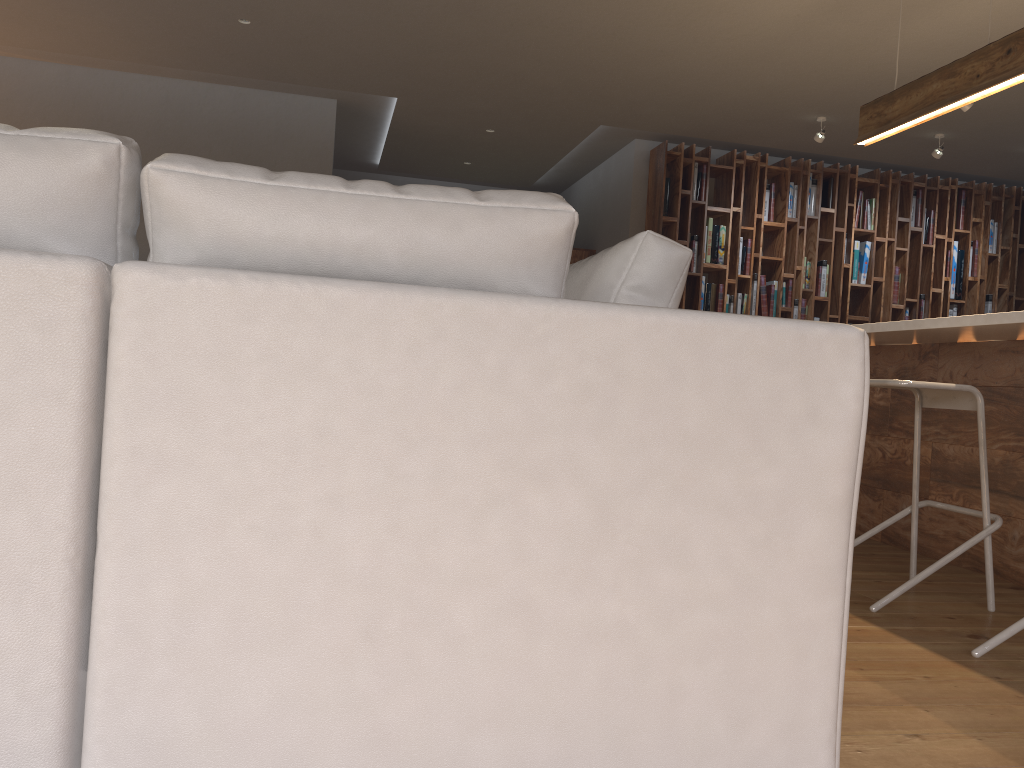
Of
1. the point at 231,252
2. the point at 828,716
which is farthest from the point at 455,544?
the point at 828,716

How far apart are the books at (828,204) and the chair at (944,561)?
4.93m

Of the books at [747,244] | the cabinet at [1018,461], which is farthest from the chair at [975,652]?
the books at [747,244]

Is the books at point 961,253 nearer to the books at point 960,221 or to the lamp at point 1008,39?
the books at point 960,221

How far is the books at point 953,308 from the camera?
8.0 meters

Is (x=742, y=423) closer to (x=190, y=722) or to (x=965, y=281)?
(x=190, y=722)

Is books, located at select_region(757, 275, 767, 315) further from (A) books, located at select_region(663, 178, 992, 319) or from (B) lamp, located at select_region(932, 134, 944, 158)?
(A) books, located at select_region(663, 178, 992, 319)

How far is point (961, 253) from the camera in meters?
7.9 m

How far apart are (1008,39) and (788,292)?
3.95m

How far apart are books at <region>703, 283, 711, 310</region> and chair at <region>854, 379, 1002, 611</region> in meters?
4.3 m
